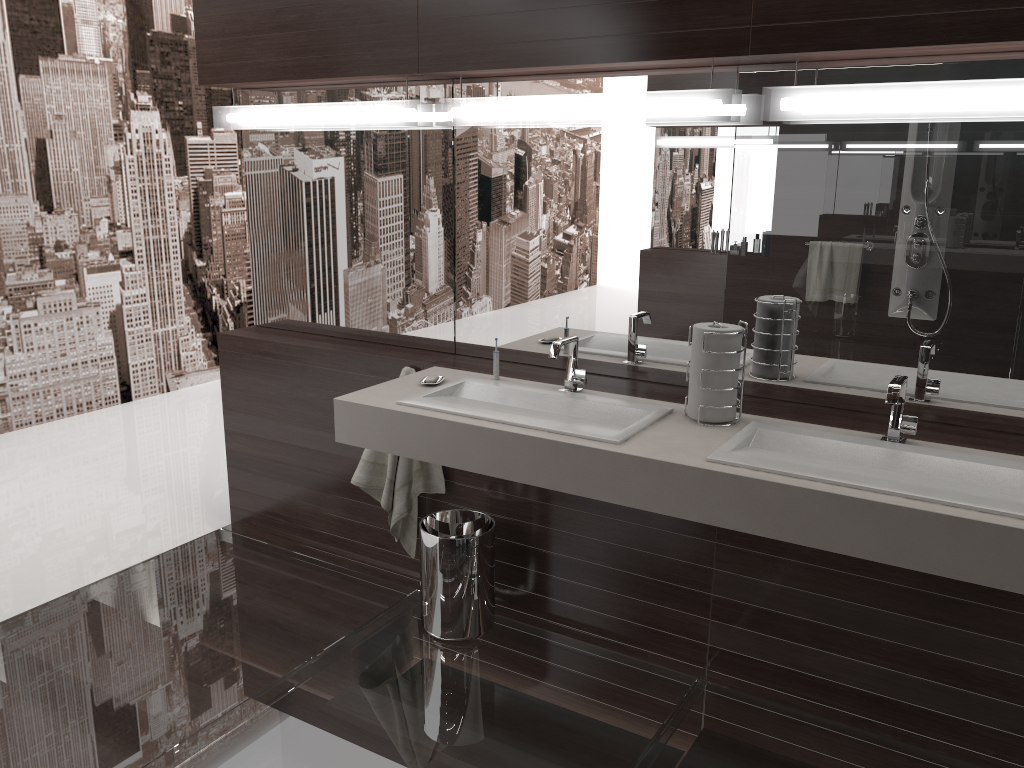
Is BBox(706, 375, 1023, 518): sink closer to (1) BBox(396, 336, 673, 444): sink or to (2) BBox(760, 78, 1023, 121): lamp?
(1) BBox(396, 336, 673, 444): sink

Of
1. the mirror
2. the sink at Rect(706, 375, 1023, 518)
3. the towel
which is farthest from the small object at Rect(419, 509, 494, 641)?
the sink at Rect(706, 375, 1023, 518)

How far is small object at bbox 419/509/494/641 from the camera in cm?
268

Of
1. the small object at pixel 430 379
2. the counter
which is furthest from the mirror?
the small object at pixel 430 379

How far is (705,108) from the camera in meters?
2.3

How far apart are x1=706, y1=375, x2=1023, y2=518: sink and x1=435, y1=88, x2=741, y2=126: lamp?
0.79m

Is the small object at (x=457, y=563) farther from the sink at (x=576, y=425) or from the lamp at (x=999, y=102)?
the lamp at (x=999, y=102)

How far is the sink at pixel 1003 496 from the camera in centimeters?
183cm

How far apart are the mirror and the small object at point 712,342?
0.27m

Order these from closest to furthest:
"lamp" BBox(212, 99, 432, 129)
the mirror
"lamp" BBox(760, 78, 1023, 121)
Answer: "lamp" BBox(760, 78, 1023, 121) < the mirror < "lamp" BBox(212, 99, 432, 129)
